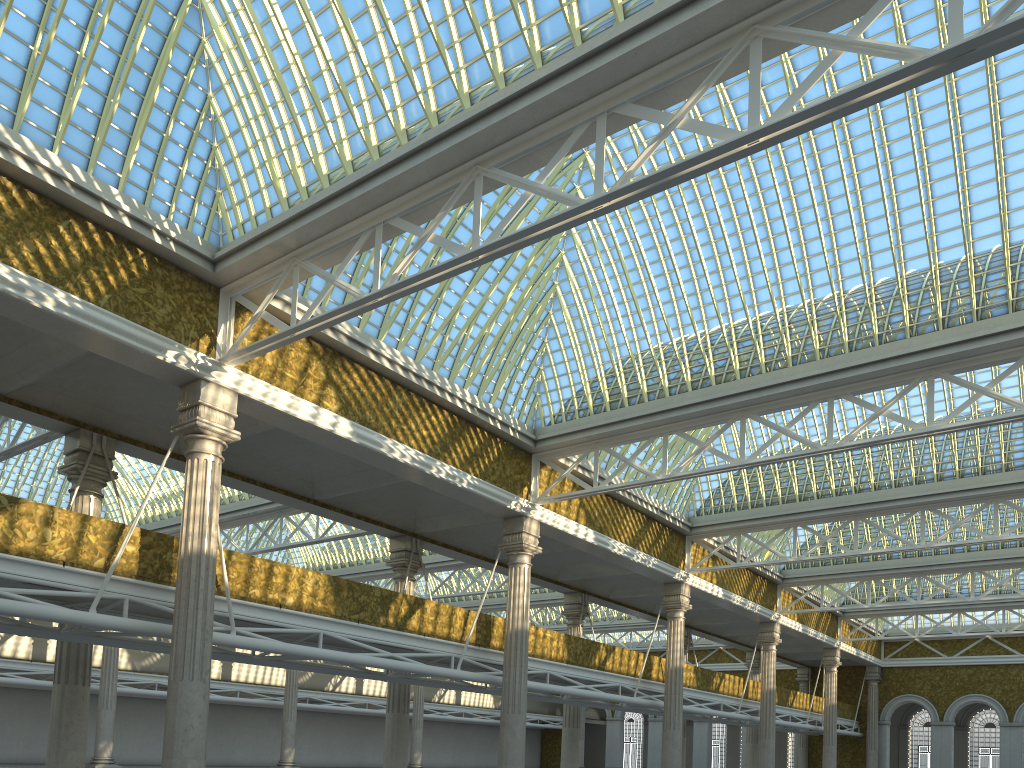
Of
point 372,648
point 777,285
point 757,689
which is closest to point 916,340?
point 777,285
